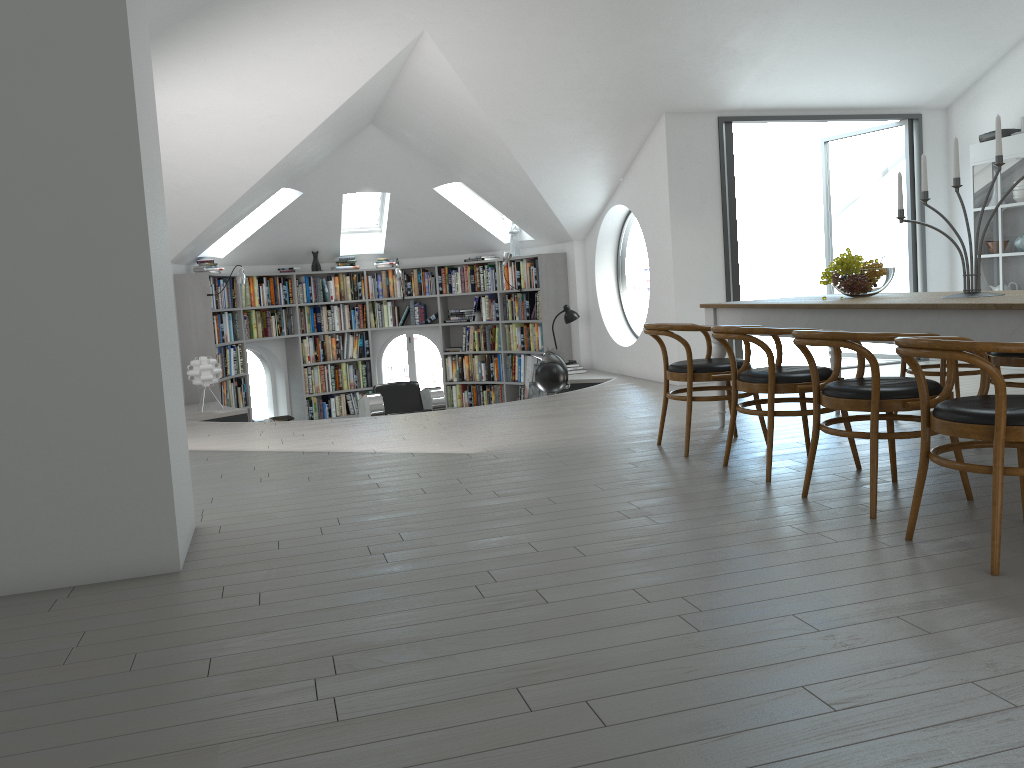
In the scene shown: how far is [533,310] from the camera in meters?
10.7 m

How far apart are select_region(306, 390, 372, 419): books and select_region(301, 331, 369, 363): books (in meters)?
0.50

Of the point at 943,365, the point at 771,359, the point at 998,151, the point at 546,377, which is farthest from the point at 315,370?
the point at 998,151

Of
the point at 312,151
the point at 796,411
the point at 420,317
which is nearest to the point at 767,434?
the point at 796,411

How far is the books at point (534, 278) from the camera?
10.5m

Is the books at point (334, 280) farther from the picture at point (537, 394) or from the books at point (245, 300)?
the picture at point (537, 394)

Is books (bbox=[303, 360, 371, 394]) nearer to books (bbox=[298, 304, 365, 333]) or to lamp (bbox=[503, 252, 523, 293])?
books (bbox=[298, 304, 365, 333])

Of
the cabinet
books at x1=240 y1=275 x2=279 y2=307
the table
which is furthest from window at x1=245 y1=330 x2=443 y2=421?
the table

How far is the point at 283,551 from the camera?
3.5m

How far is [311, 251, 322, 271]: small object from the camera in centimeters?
1123cm
